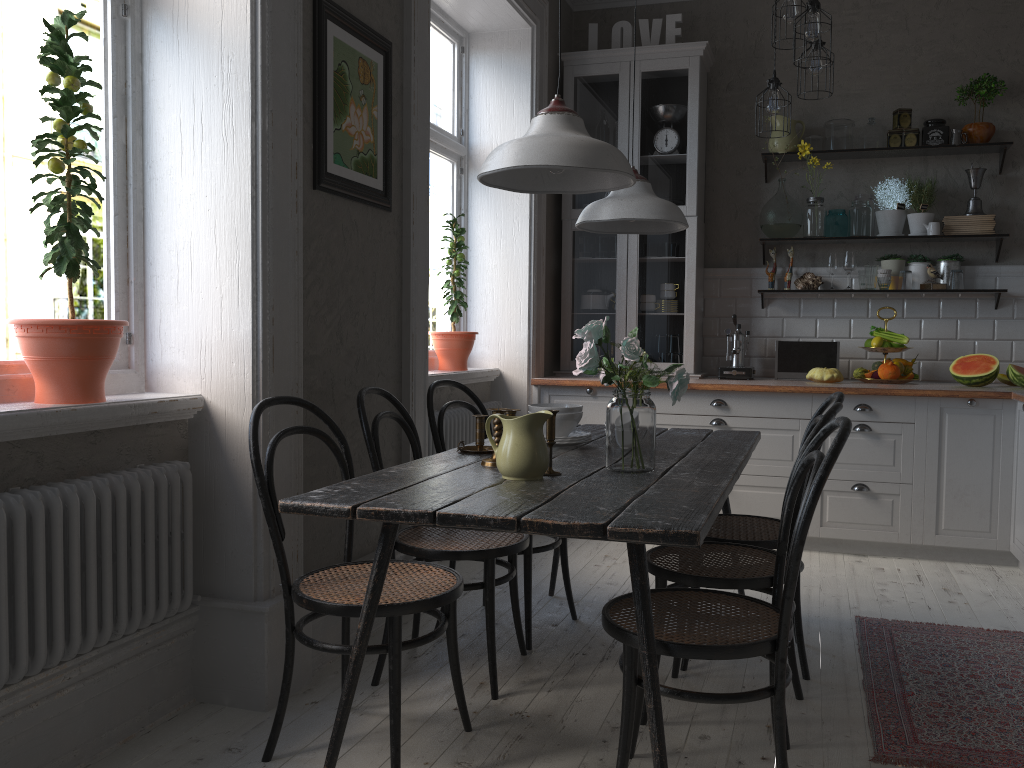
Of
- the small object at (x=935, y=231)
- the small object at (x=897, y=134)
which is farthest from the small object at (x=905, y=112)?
the small object at (x=935, y=231)

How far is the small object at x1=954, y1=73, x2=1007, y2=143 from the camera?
4.7 meters

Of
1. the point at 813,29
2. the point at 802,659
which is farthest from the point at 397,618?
the point at 813,29

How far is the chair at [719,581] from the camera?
2.34m

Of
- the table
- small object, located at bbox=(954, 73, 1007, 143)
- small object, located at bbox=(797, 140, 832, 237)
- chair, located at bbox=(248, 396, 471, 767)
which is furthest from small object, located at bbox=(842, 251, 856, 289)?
chair, located at bbox=(248, 396, 471, 767)

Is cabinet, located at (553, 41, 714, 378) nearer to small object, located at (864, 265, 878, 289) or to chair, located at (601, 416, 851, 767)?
small object, located at (864, 265, 878, 289)

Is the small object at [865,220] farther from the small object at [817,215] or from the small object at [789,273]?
the small object at [789,273]

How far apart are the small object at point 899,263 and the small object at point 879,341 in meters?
0.4

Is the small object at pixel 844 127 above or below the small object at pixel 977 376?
above

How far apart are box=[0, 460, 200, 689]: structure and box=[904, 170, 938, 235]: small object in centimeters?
408cm
